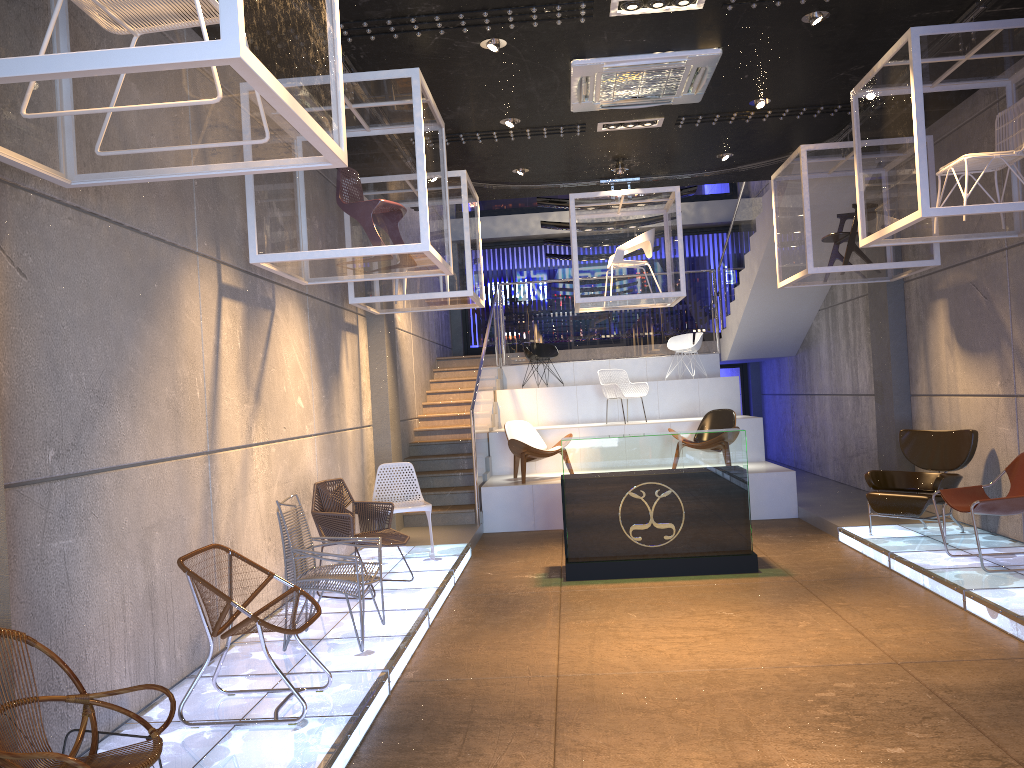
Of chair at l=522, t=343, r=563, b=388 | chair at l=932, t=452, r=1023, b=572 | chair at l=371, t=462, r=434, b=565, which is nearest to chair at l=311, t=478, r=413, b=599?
chair at l=371, t=462, r=434, b=565

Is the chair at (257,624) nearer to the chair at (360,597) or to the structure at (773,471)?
the chair at (360,597)

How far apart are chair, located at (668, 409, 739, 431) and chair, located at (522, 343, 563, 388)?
3.6m

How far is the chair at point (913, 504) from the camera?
7.7m

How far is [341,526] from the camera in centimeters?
677cm

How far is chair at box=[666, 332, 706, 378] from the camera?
14.2m

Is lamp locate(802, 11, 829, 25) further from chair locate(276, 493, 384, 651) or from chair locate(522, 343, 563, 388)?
chair locate(522, 343, 563, 388)

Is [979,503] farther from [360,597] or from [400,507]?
[400,507]

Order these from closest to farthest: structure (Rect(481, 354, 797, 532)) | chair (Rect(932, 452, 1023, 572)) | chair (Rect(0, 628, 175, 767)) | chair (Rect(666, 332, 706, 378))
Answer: chair (Rect(0, 628, 175, 767)), chair (Rect(932, 452, 1023, 572)), structure (Rect(481, 354, 797, 532)), chair (Rect(666, 332, 706, 378))

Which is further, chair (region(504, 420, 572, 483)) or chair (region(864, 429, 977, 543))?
chair (region(504, 420, 572, 483))
